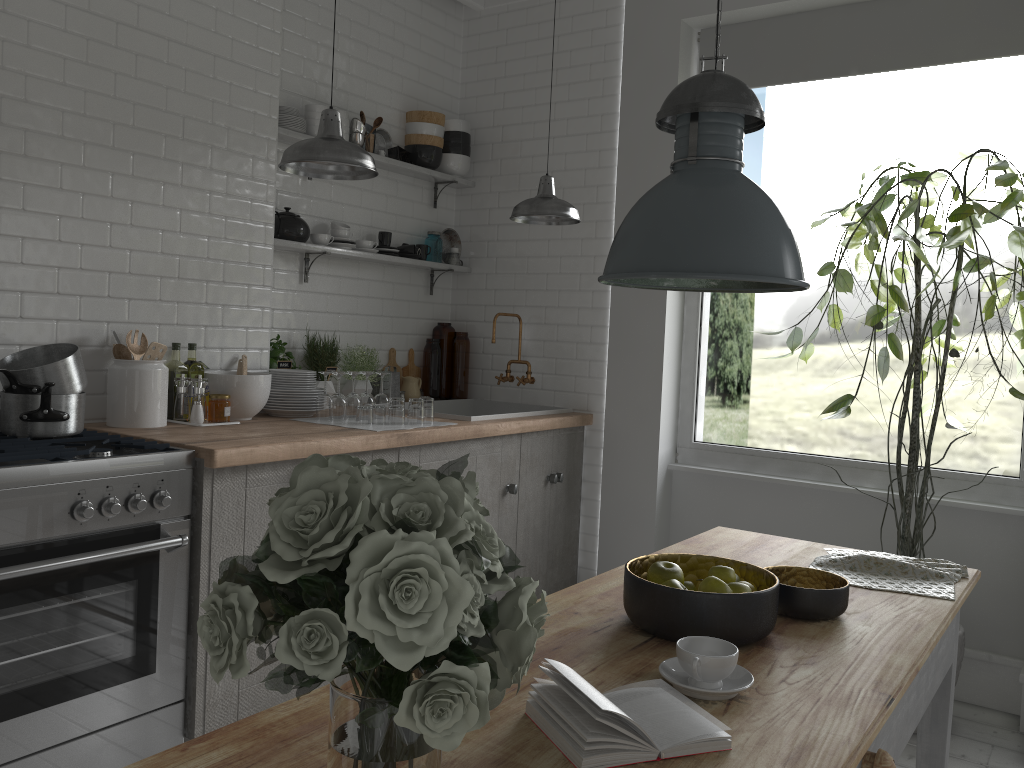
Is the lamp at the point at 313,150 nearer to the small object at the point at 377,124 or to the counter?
the counter

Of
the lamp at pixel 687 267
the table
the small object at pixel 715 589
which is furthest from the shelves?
the small object at pixel 715 589

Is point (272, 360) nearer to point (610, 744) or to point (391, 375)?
point (391, 375)

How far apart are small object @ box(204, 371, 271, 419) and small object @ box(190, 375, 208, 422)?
0.1 meters

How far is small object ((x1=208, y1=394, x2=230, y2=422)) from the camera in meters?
4.1

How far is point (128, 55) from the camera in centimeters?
397cm

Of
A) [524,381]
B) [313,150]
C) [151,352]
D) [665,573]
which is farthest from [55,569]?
[524,381]

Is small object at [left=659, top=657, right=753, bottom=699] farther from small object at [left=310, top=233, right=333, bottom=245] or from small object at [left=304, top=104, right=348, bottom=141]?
small object at [left=304, top=104, right=348, bottom=141]

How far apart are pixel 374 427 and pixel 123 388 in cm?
113

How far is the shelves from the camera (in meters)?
4.82
